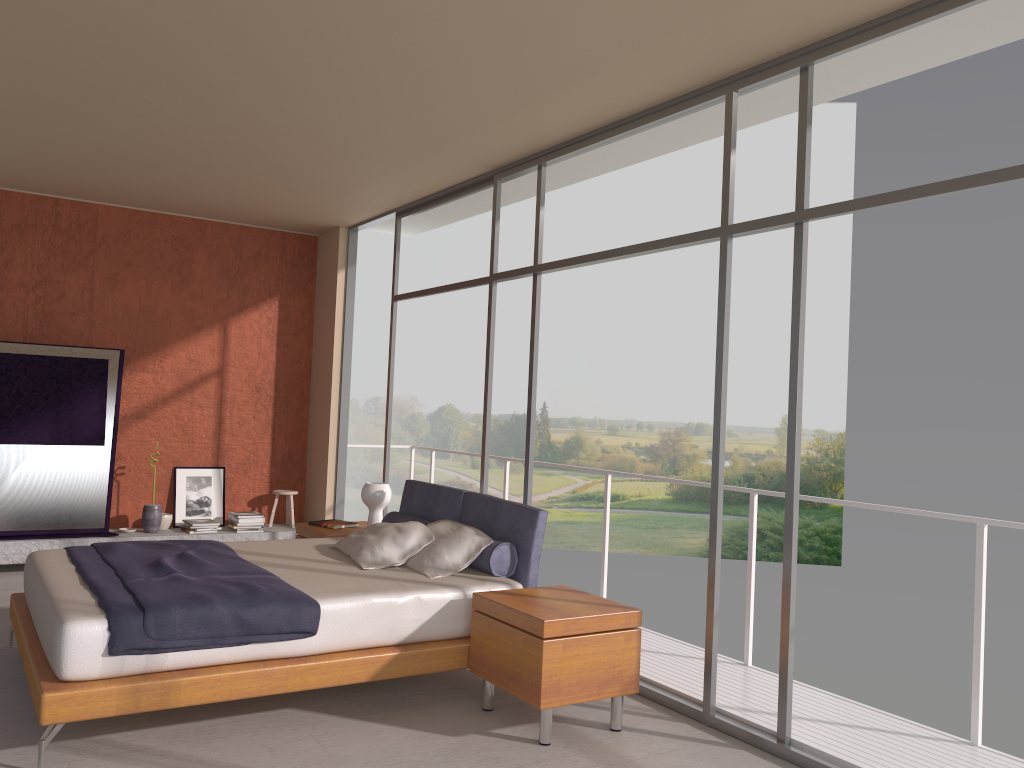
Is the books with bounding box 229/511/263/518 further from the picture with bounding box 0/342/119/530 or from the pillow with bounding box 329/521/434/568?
the pillow with bounding box 329/521/434/568

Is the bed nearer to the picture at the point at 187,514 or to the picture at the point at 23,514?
the picture at the point at 23,514

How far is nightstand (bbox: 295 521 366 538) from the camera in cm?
618

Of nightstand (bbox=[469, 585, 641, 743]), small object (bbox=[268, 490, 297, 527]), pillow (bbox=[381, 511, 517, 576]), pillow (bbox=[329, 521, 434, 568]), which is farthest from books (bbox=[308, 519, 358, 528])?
nightstand (bbox=[469, 585, 641, 743])

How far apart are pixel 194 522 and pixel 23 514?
1.4 meters

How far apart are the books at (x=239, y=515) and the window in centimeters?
153cm

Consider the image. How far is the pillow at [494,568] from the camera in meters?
4.8

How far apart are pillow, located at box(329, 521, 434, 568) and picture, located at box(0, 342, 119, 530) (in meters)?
3.11

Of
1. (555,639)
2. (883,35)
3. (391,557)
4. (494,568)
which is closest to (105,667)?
(391,557)

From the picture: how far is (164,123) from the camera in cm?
550
